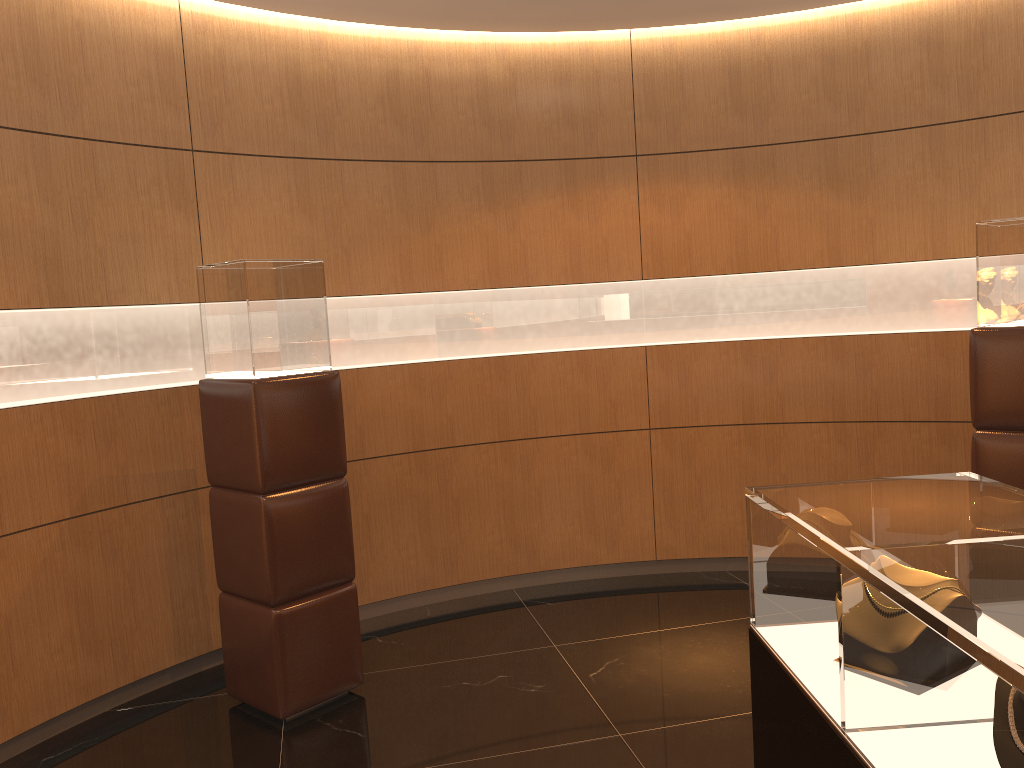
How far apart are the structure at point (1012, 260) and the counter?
2.2 meters

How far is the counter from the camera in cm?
128

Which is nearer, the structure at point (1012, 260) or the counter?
the counter

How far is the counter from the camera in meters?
1.3 m

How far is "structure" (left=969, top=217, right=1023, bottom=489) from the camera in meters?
4.1 m

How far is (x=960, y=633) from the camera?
1.28m

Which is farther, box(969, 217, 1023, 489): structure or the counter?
box(969, 217, 1023, 489): structure

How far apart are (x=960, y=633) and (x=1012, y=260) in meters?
3.4 m

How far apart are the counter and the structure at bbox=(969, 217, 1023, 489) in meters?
2.2
